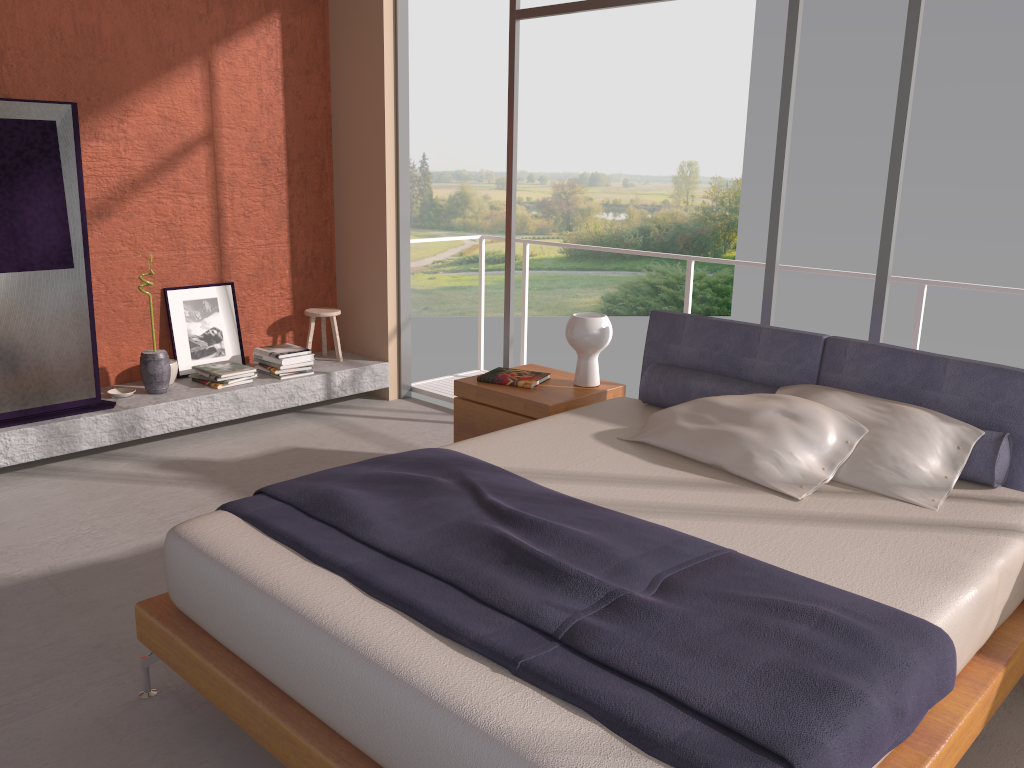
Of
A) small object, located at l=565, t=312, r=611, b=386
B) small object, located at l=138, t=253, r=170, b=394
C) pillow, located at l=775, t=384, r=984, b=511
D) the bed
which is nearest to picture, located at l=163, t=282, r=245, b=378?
small object, located at l=138, t=253, r=170, b=394

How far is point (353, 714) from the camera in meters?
1.9

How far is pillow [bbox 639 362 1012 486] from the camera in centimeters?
295cm

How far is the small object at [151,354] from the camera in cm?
501

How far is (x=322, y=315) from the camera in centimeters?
585cm

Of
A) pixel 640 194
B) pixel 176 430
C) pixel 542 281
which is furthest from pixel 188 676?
pixel 640 194

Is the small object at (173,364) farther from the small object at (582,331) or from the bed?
the bed

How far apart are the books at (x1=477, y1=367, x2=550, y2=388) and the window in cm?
95

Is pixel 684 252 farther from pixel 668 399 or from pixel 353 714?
pixel 353 714

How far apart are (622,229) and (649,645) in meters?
21.8 m
